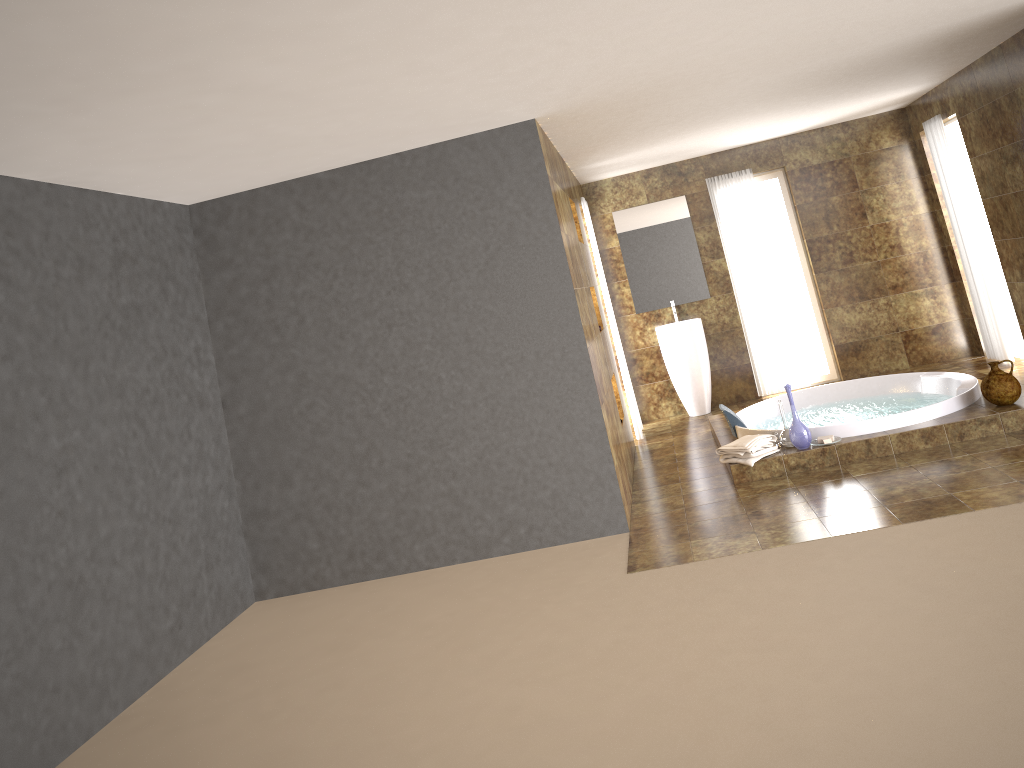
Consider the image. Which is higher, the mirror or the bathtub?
the mirror

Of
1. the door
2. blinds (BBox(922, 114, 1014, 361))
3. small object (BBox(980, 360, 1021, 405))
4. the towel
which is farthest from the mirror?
small object (BBox(980, 360, 1021, 405))

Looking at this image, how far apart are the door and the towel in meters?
3.8

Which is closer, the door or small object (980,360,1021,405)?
small object (980,360,1021,405)

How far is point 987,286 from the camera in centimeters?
757cm

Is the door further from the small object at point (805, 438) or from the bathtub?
the small object at point (805, 438)

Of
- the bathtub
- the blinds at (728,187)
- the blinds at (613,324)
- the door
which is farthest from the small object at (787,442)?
the door

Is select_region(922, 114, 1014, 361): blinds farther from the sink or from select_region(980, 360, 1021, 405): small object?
the sink

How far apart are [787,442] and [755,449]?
0.3 meters

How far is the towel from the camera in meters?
5.7
